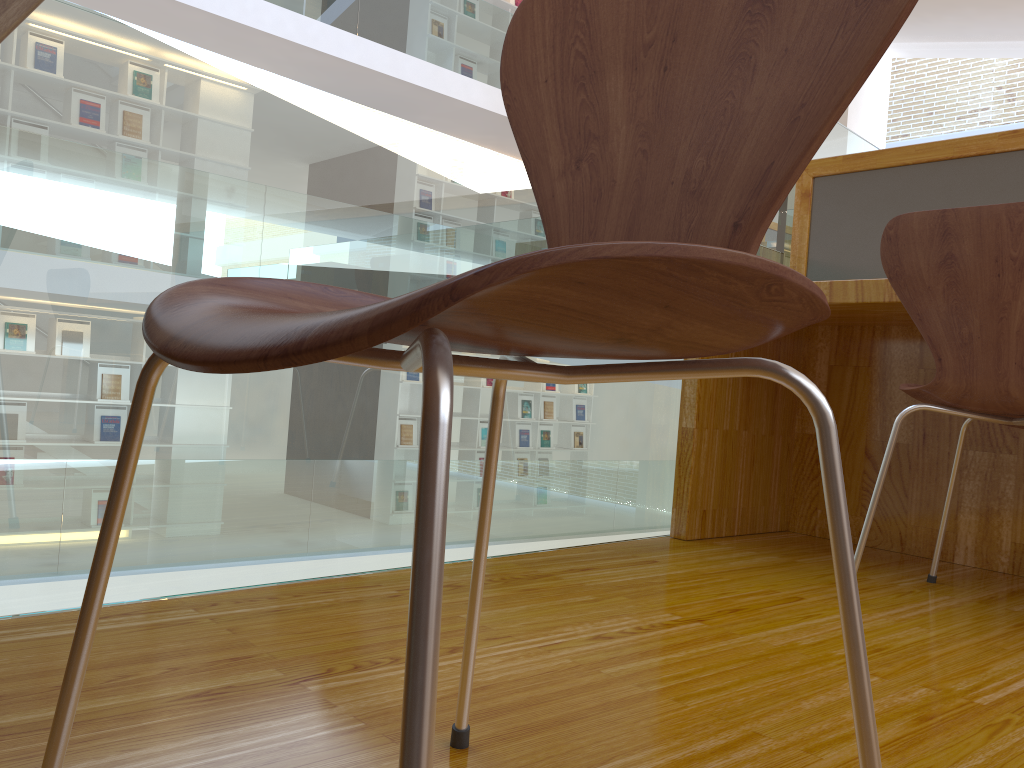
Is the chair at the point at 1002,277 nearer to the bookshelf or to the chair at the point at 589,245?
the chair at the point at 589,245

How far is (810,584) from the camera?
1.7m

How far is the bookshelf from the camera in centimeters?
944cm

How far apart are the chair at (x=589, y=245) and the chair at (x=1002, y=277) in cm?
98

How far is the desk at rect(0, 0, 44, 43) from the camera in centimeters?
58cm

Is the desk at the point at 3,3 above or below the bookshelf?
below

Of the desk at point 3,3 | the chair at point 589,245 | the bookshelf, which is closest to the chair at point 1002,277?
the chair at point 589,245

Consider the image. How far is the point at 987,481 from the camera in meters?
2.0

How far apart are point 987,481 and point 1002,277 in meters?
0.8 m

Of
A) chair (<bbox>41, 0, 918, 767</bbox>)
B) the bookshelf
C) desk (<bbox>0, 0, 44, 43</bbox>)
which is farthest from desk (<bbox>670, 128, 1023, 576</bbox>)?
the bookshelf
